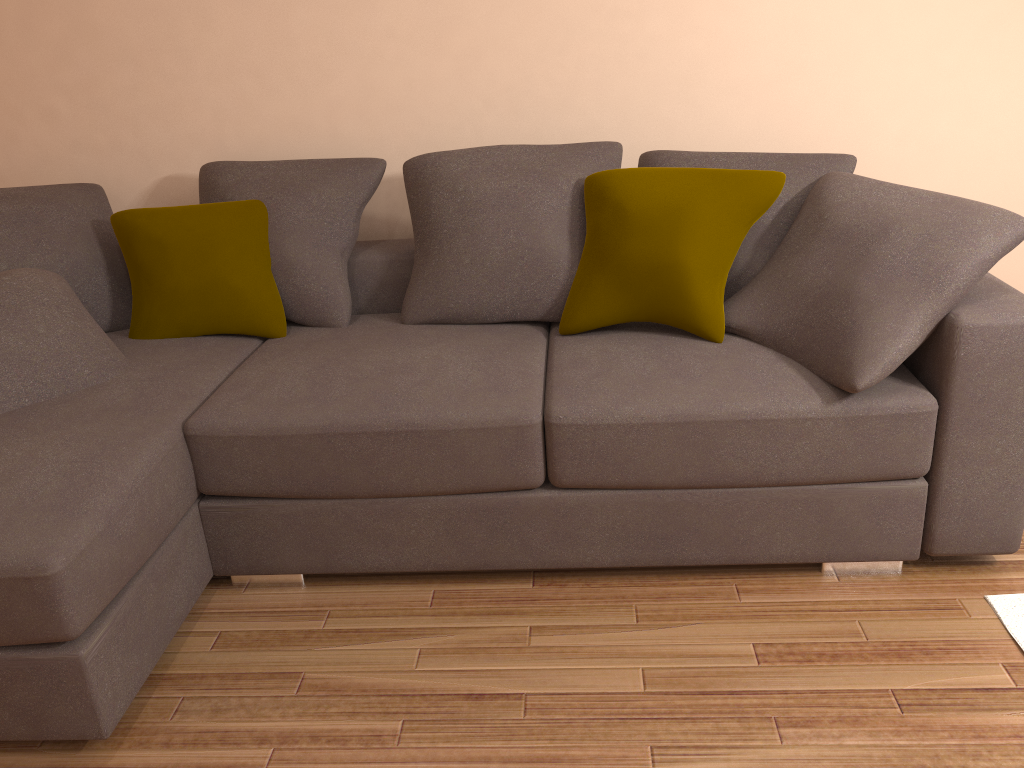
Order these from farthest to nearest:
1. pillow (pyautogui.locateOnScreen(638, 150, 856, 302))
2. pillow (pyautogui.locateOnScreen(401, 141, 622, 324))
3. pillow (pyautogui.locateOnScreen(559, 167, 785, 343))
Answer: pillow (pyautogui.locateOnScreen(401, 141, 622, 324)) → pillow (pyautogui.locateOnScreen(638, 150, 856, 302)) → pillow (pyautogui.locateOnScreen(559, 167, 785, 343))

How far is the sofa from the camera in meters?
2.1

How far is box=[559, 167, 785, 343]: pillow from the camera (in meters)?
→ 2.64

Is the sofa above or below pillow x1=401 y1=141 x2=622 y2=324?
below

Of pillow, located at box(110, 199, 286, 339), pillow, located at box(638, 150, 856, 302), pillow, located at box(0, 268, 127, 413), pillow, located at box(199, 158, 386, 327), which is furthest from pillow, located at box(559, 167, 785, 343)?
pillow, located at box(0, 268, 127, 413)

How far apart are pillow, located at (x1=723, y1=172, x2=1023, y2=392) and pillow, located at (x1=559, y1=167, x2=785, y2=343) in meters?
0.1

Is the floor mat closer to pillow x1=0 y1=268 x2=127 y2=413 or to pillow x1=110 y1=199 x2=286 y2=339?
pillow x1=110 y1=199 x2=286 y2=339

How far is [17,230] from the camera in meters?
3.0 m

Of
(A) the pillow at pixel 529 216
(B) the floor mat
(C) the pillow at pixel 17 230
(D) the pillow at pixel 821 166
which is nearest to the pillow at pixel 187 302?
(C) the pillow at pixel 17 230

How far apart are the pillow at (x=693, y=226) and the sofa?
0.02m
